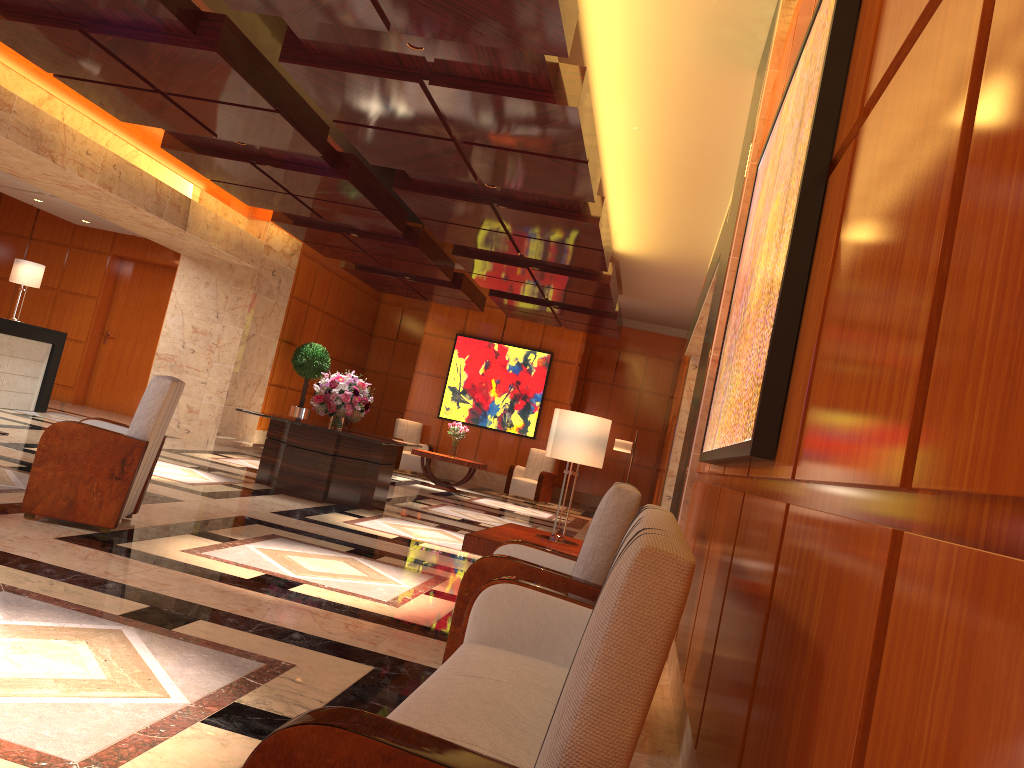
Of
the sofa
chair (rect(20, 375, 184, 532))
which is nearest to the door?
chair (rect(20, 375, 184, 532))

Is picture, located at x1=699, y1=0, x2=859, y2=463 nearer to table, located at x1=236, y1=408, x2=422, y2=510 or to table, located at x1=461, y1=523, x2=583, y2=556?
table, located at x1=461, y1=523, x2=583, y2=556

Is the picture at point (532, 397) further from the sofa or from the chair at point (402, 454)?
the sofa

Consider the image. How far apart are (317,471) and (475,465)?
5.58m

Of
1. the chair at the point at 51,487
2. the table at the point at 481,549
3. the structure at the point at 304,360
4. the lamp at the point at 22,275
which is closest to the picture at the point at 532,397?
the structure at the point at 304,360

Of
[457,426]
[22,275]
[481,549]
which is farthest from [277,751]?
[457,426]

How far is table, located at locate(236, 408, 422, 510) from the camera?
9.0 meters

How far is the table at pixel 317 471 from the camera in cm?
902

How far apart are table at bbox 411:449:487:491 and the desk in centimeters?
547cm

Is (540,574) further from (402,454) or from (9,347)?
(402,454)
